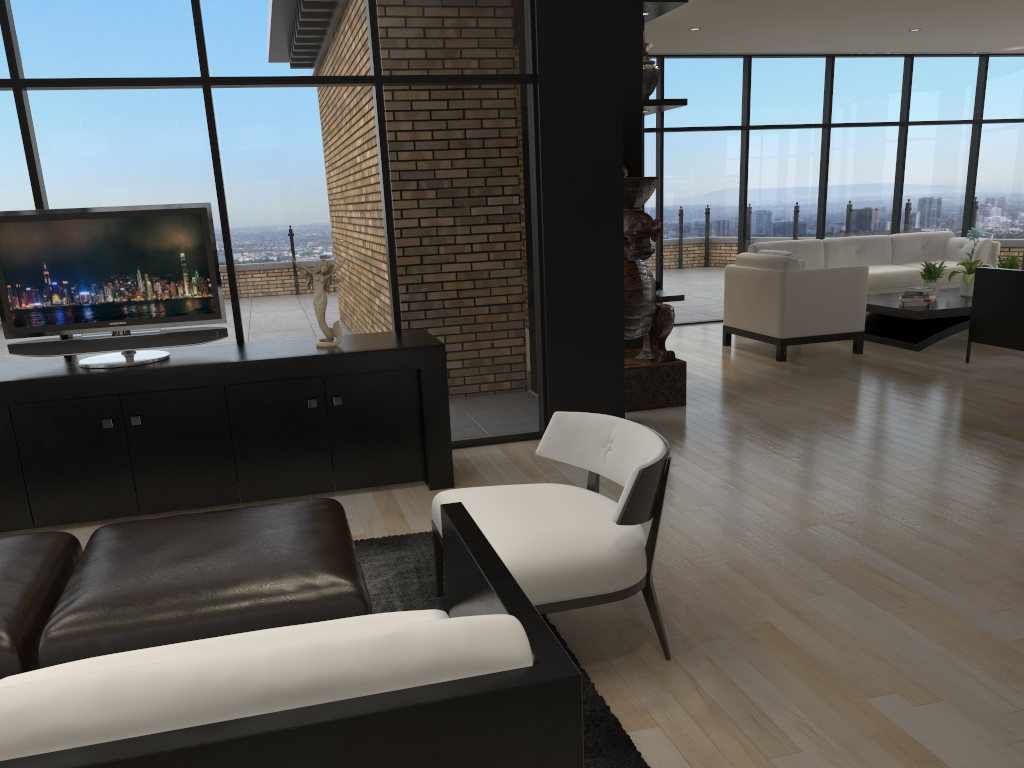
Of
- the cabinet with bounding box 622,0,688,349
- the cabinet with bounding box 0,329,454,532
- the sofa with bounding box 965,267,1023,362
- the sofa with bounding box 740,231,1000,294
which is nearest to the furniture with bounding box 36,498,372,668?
the cabinet with bounding box 0,329,454,532

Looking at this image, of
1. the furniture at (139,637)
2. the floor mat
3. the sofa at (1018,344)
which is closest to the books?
the sofa at (1018,344)

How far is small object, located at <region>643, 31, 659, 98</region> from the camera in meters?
6.8

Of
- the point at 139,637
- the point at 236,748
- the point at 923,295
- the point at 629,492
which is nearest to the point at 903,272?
the point at 923,295

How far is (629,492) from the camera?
2.5 meters

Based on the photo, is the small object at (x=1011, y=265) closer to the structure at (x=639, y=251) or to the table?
the table

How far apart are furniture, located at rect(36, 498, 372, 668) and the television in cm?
153

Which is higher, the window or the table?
the window

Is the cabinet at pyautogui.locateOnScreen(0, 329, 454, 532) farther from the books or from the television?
the books

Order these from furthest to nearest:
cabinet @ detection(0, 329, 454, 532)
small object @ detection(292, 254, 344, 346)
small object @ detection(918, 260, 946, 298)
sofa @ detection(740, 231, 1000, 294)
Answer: sofa @ detection(740, 231, 1000, 294) → small object @ detection(918, 260, 946, 298) → small object @ detection(292, 254, 344, 346) → cabinet @ detection(0, 329, 454, 532)
